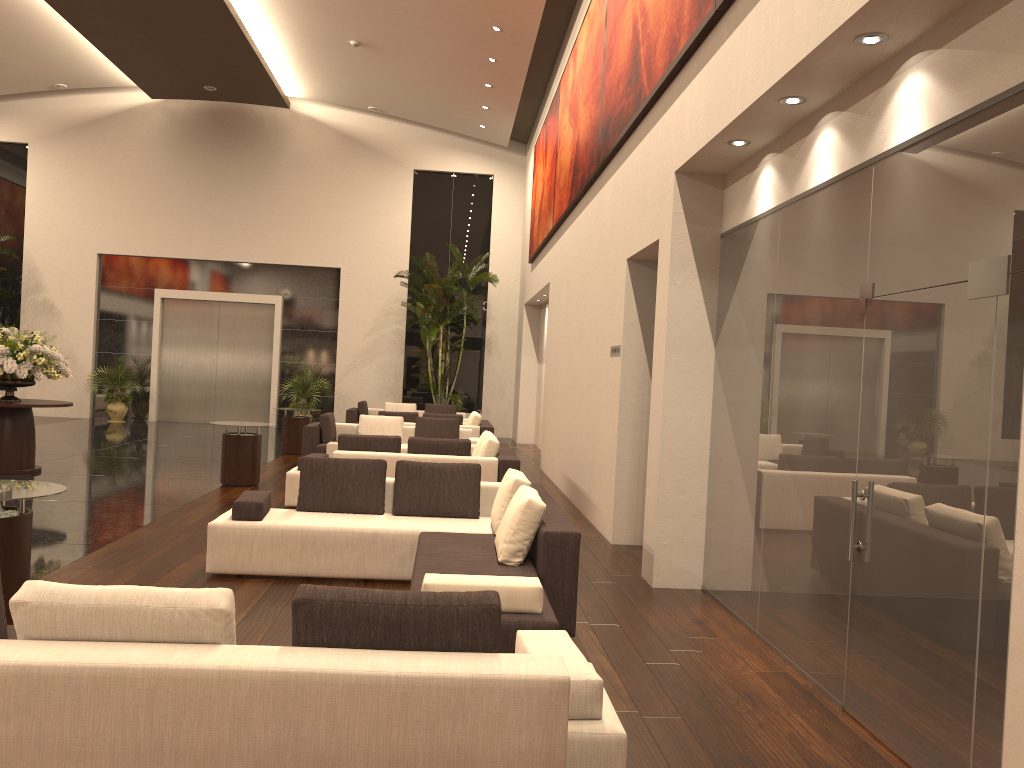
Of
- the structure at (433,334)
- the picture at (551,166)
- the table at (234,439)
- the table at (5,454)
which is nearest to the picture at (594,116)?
the picture at (551,166)

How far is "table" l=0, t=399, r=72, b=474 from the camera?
11.37m

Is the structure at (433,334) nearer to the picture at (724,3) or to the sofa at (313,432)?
the sofa at (313,432)

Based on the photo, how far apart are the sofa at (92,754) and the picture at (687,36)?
4.21m

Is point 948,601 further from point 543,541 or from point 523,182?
point 523,182

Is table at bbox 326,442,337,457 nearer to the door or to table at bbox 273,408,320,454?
table at bbox 273,408,320,454

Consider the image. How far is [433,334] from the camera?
20.0m

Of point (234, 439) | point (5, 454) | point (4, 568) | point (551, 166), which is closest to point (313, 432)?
point (234, 439)

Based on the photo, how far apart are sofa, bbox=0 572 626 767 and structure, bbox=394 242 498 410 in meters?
15.9

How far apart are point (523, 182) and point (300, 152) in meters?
5.6
